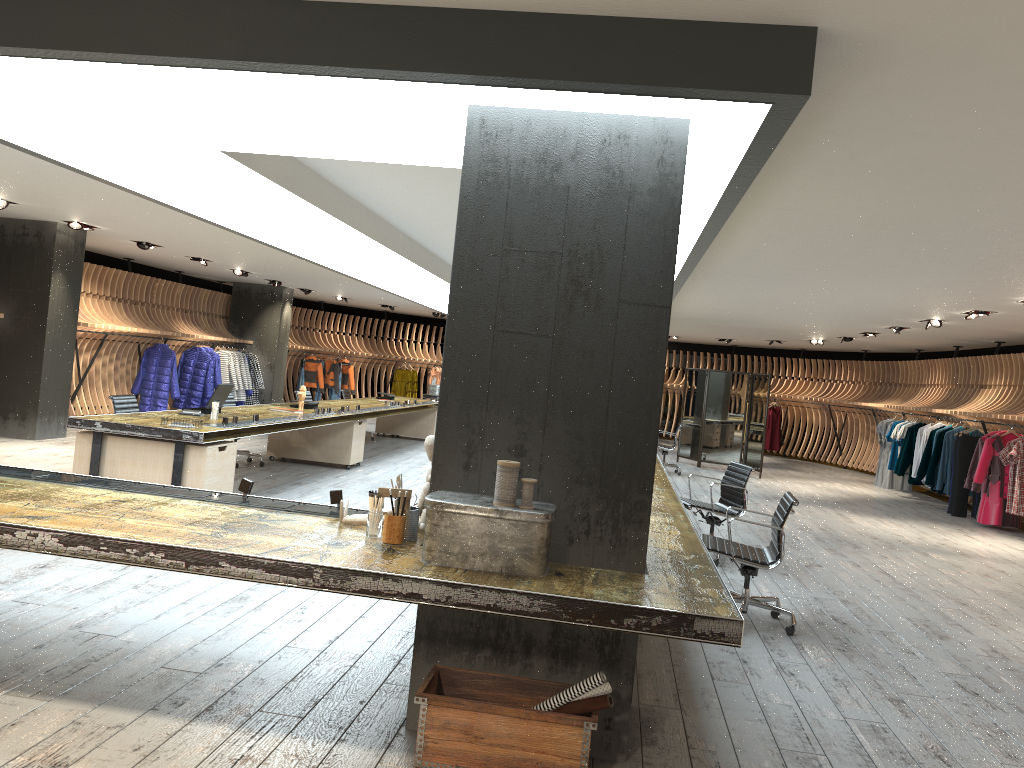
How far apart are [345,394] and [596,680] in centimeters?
1288cm

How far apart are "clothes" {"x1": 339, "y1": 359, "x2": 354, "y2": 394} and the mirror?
8.90m

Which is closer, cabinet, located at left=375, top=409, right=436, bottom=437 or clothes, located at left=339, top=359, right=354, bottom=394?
cabinet, located at left=375, top=409, right=436, bottom=437

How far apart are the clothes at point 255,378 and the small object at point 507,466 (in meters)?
15.95

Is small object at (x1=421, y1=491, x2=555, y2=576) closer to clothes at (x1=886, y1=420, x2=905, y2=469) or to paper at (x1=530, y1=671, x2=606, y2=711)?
paper at (x1=530, y1=671, x2=606, y2=711)

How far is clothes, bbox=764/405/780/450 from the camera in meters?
21.8 m

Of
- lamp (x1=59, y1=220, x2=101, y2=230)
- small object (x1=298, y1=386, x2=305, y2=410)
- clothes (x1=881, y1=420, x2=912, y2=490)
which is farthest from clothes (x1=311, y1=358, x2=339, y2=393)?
clothes (x1=881, y1=420, x2=912, y2=490)

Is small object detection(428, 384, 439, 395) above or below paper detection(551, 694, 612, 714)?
above

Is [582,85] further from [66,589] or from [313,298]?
[313,298]

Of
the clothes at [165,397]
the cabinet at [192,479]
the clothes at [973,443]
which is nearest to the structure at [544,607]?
the cabinet at [192,479]
